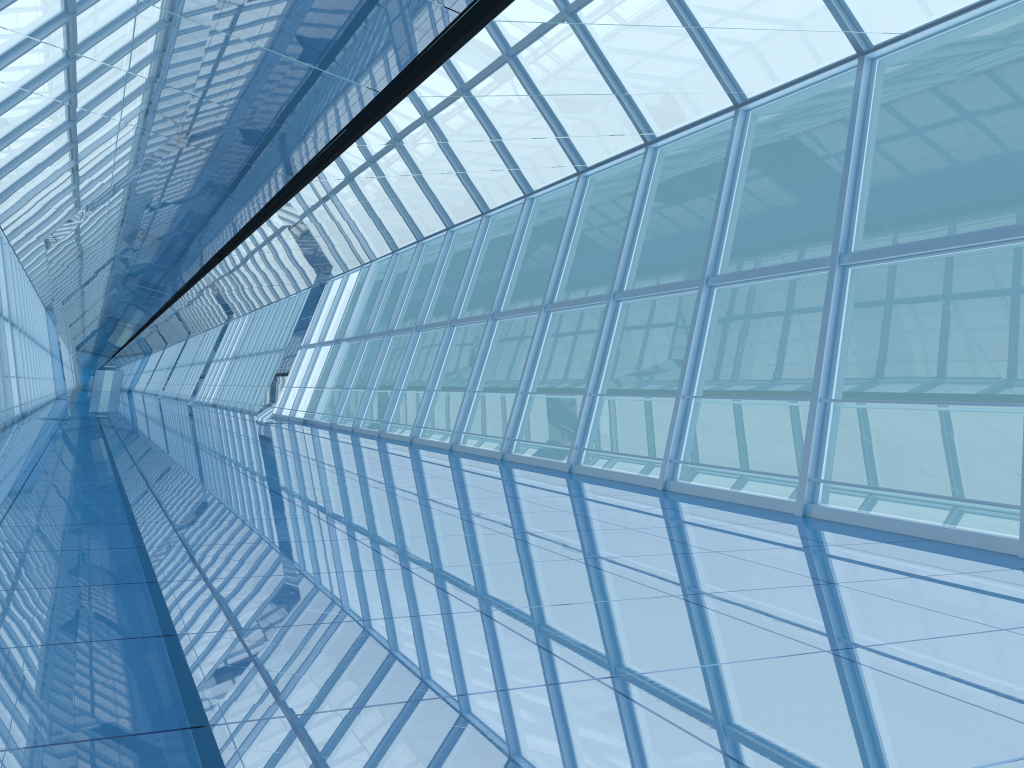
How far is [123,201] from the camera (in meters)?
14.85

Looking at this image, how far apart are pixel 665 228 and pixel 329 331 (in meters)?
25.06
